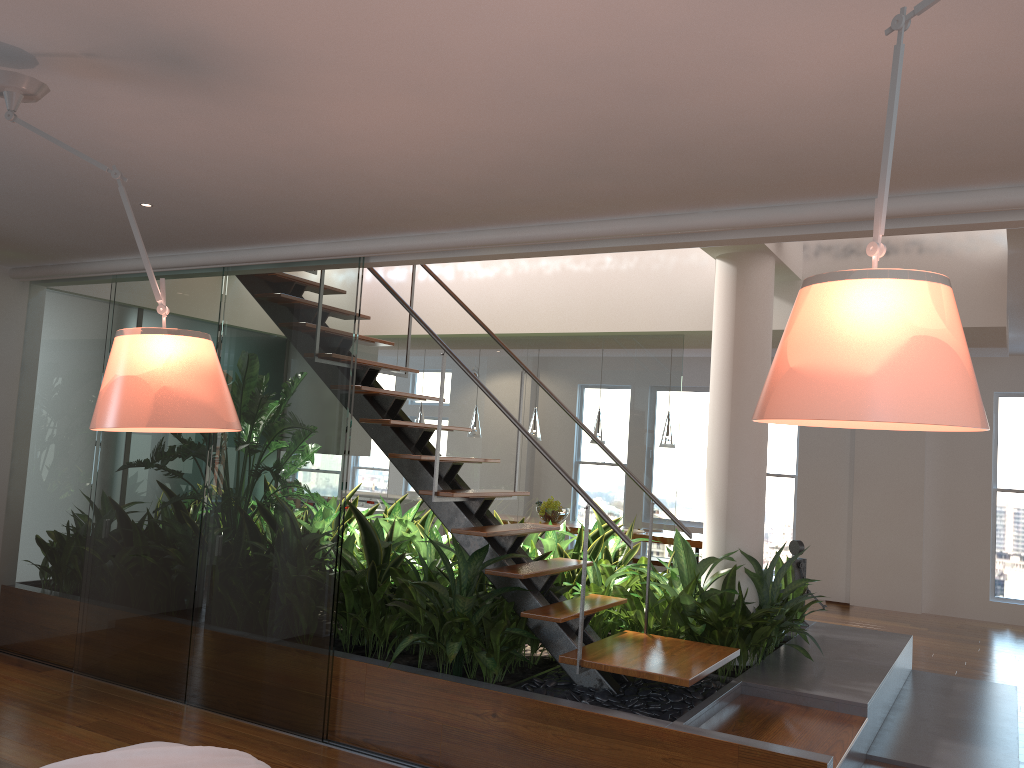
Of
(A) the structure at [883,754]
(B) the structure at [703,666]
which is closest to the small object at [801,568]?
(A) the structure at [883,754]

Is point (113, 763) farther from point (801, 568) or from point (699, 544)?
point (699, 544)

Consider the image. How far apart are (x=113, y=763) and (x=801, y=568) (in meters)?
4.68

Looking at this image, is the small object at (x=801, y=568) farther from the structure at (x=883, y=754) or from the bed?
the bed

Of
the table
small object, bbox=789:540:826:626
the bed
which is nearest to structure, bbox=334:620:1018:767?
small object, bbox=789:540:826:626

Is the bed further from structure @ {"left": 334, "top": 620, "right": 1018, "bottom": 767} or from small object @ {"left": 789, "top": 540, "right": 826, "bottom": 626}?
small object @ {"left": 789, "top": 540, "right": 826, "bottom": 626}

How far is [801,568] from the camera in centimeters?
586cm

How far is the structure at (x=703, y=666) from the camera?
3.79m

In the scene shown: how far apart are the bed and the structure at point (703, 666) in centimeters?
172cm

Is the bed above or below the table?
below
